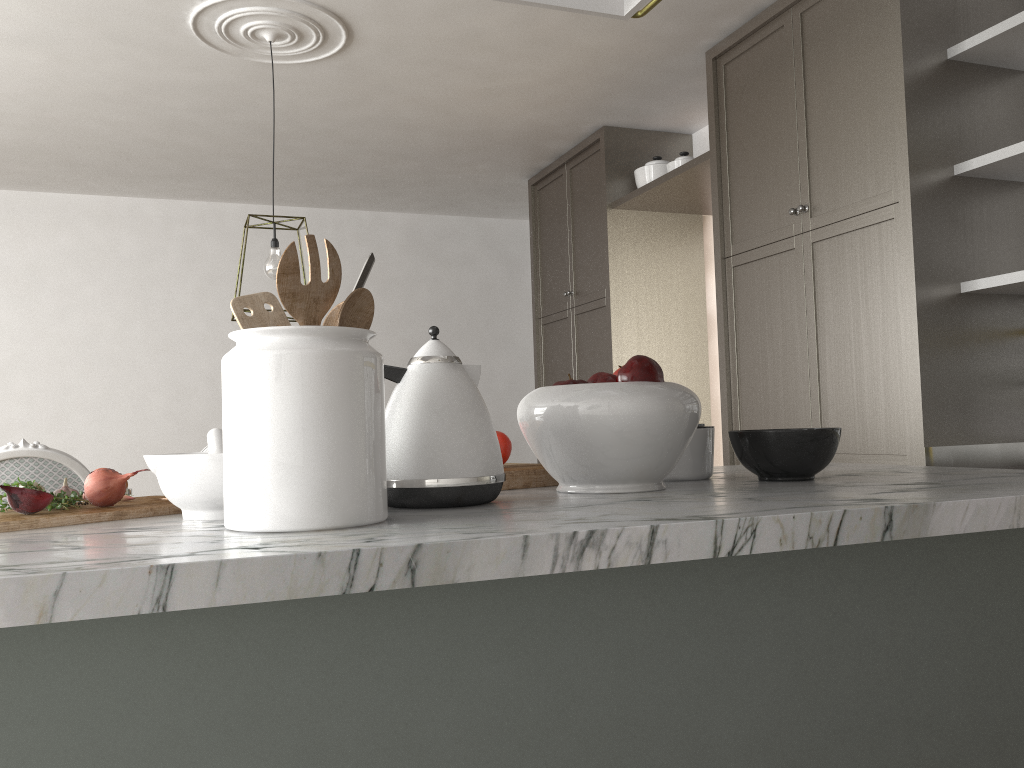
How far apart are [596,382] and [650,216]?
3.6m

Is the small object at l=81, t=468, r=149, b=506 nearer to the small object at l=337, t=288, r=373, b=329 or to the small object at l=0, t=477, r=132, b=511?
the small object at l=0, t=477, r=132, b=511

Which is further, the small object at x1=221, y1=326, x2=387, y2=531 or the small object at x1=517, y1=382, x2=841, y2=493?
the small object at x1=517, y1=382, x2=841, y2=493

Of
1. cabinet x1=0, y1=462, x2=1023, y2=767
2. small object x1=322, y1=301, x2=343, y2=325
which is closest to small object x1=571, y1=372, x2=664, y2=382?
cabinet x1=0, y1=462, x2=1023, y2=767

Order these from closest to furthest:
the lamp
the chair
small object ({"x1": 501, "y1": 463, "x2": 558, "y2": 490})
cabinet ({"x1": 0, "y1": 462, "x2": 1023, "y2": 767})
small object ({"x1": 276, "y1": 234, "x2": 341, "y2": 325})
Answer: cabinet ({"x1": 0, "y1": 462, "x2": 1023, "y2": 767}) → small object ({"x1": 276, "y1": 234, "x2": 341, "y2": 325}) → small object ({"x1": 501, "y1": 463, "x2": 558, "y2": 490}) → the chair → the lamp

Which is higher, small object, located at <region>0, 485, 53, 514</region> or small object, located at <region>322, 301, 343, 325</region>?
small object, located at <region>322, 301, 343, 325</region>

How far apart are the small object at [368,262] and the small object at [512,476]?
0.50m

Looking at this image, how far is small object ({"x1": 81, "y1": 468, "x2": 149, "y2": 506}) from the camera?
1.13m

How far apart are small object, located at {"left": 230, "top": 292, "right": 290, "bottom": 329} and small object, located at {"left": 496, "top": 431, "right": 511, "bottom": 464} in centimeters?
54cm

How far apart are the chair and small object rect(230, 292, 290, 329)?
1.5m
